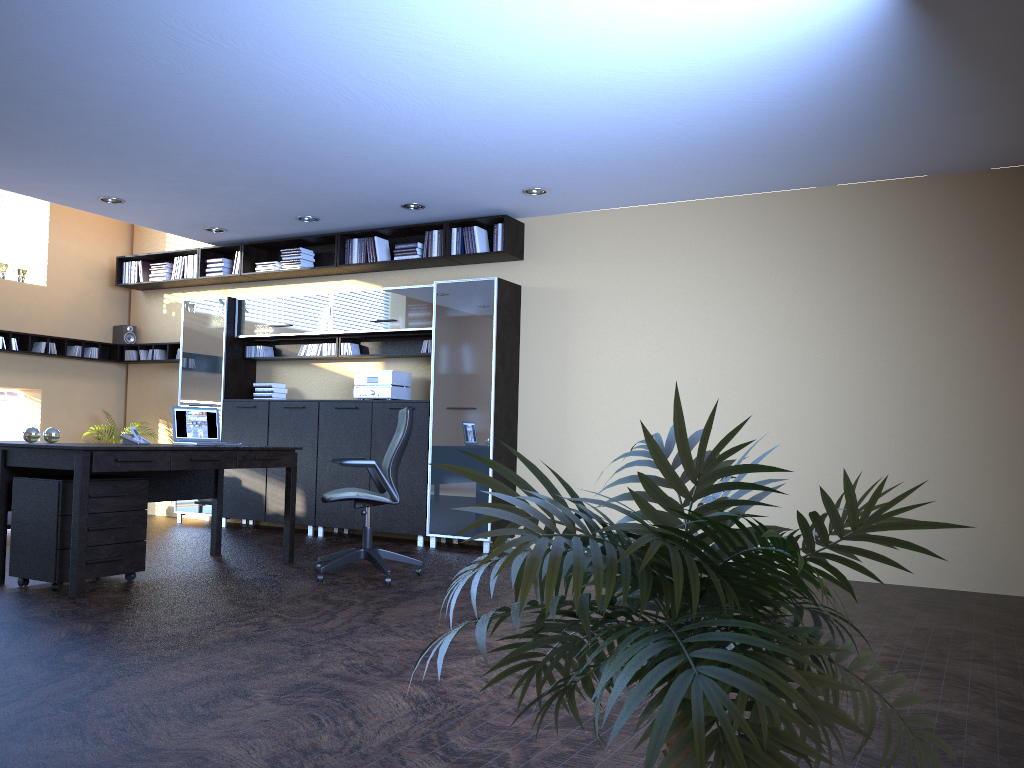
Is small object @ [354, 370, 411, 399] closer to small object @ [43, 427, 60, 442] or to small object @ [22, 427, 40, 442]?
small object @ [43, 427, 60, 442]

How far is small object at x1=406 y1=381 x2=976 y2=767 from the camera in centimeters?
91cm

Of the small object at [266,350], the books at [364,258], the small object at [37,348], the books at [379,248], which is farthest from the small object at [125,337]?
the books at [379,248]

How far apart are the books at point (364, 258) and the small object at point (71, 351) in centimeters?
379cm

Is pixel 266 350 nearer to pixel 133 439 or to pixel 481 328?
pixel 481 328

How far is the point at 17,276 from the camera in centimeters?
955cm

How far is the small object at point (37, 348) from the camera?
9.56m

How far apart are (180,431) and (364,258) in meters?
2.9

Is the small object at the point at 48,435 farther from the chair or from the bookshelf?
the bookshelf

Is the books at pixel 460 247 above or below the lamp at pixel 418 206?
below
